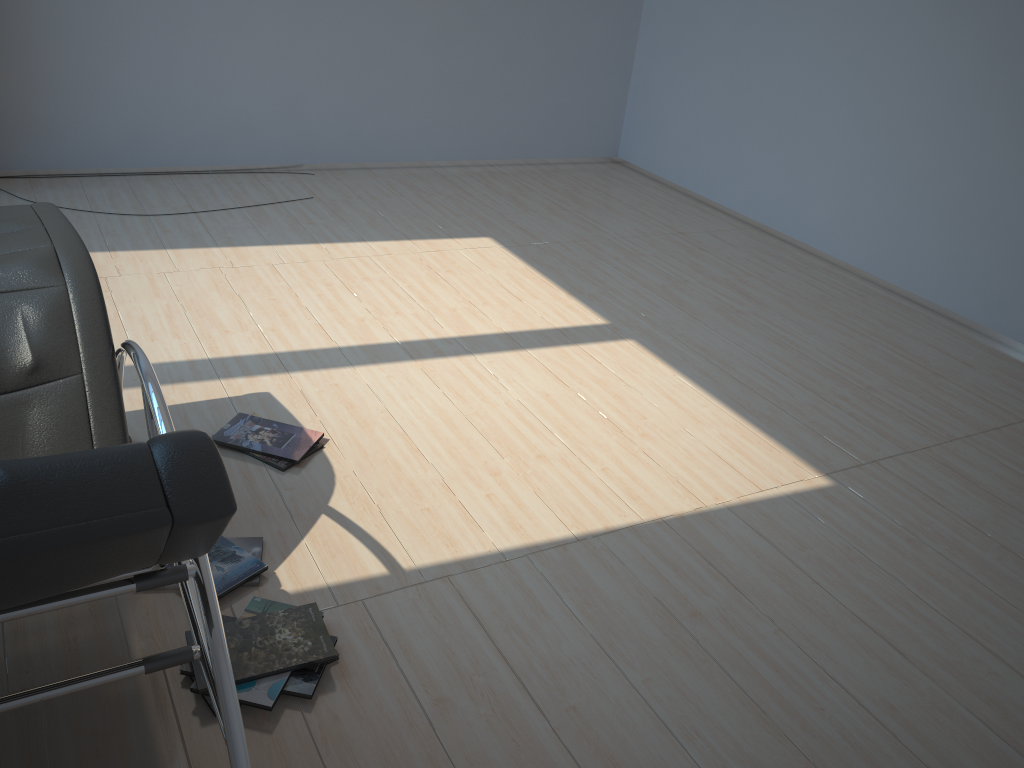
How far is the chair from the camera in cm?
108

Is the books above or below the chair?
below

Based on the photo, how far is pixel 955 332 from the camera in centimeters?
455cm

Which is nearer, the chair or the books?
the chair

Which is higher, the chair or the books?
the chair

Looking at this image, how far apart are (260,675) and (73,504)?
1.05m

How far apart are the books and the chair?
0.3 meters

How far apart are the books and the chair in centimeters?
27cm

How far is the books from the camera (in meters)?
1.99
